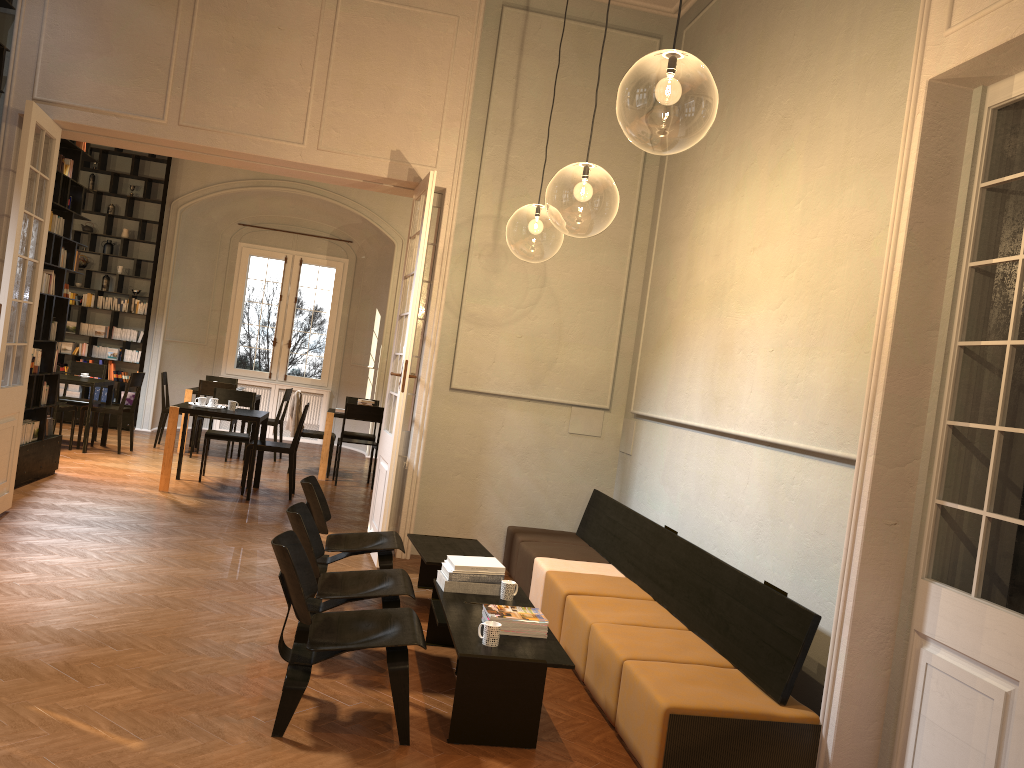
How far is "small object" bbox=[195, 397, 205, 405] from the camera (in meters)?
9.72

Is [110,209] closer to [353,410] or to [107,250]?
[107,250]

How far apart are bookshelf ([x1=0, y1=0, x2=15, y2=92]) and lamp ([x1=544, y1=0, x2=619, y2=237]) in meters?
4.6 m

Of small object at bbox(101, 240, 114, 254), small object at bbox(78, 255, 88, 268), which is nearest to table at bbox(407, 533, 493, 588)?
small object at bbox(101, 240, 114, 254)

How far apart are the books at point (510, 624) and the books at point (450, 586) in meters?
0.6

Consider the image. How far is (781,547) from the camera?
4.97m

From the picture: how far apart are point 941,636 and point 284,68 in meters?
6.4 m

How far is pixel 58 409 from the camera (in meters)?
10.78

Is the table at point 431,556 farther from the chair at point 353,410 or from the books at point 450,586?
the chair at point 353,410

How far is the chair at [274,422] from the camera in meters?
12.8 m
